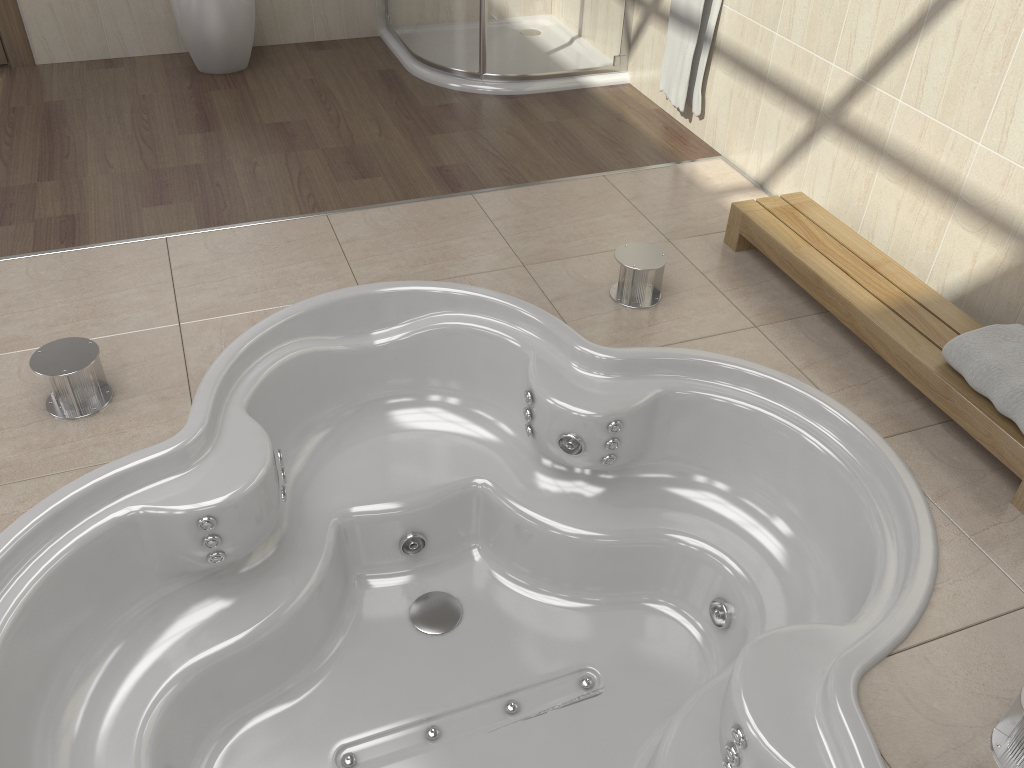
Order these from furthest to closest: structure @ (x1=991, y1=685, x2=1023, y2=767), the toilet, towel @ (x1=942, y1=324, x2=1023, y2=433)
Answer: the toilet
towel @ (x1=942, y1=324, x2=1023, y2=433)
structure @ (x1=991, y1=685, x2=1023, y2=767)

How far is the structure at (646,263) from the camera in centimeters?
247cm

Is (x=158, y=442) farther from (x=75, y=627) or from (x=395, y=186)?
(x=395, y=186)

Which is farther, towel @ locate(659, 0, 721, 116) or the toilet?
the toilet

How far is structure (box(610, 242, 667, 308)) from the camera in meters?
2.5

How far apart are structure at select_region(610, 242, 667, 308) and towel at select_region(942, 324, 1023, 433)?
0.8m

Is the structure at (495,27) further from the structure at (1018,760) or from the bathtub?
the structure at (1018,760)

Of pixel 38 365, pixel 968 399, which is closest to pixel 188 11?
pixel 38 365

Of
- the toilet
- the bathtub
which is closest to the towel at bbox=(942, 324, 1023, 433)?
the bathtub

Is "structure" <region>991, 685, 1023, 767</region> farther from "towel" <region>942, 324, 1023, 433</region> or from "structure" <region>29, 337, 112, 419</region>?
"structure" <region>29, 337, 112, 419</region>
